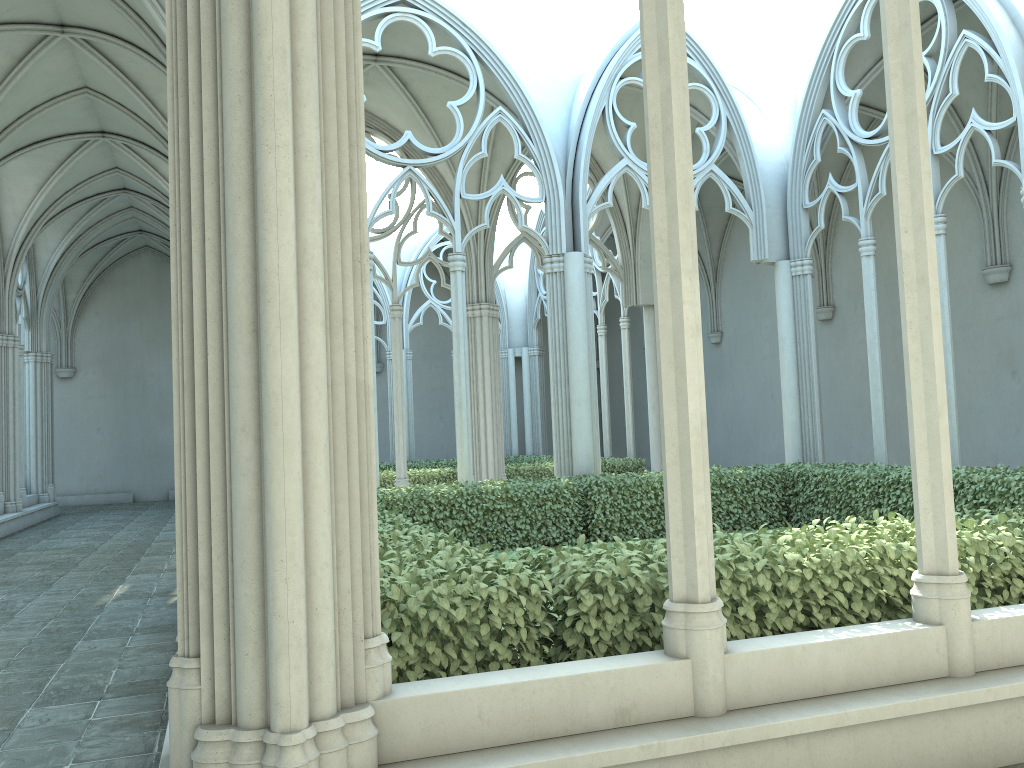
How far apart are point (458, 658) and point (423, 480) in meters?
13.2 m

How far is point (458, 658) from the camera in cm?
383

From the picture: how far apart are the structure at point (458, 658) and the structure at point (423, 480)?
5.25m

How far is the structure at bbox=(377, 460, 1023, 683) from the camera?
3.8m

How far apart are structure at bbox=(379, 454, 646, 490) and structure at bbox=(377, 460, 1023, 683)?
5.3 meters

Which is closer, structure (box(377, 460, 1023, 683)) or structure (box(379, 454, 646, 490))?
structure (box(377, 460, 1023, 683))

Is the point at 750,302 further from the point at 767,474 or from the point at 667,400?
the point at 667,400
